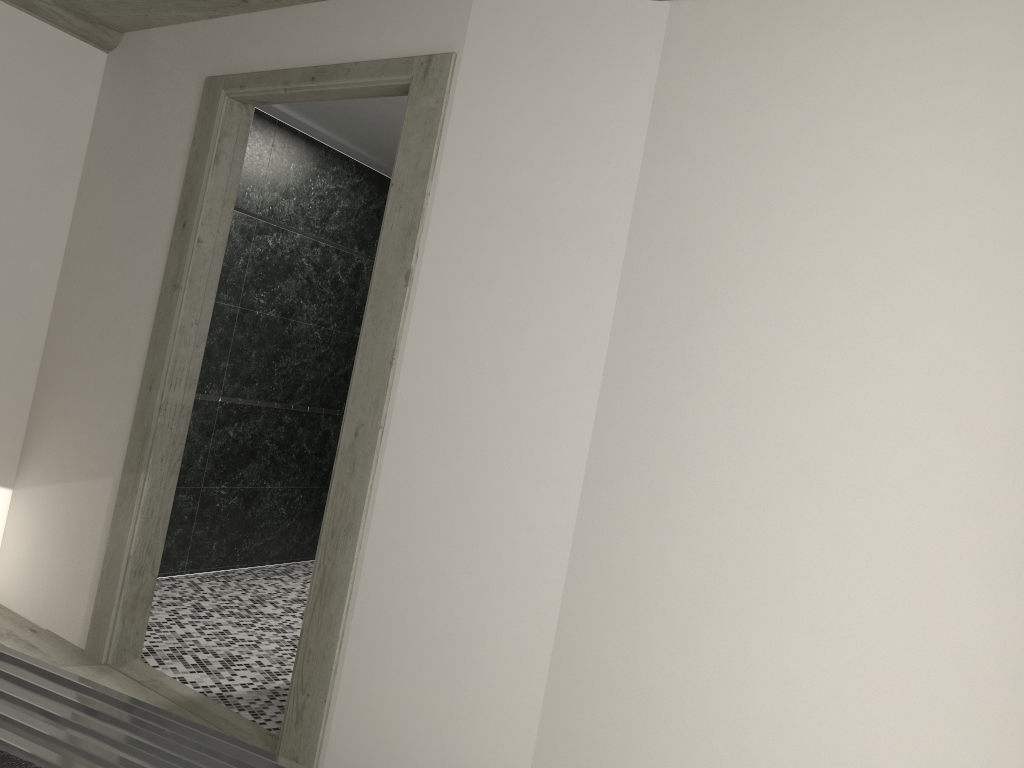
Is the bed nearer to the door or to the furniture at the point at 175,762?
the furniture at the point at 175,762

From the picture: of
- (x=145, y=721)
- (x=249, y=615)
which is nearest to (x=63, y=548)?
(x=249, y=615)

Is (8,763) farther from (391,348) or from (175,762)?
(391,348)

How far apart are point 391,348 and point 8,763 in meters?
2.0

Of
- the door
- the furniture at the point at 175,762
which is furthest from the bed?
the door

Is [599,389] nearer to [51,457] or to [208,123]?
[208,123]

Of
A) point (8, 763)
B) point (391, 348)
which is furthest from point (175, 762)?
point (391, 348)

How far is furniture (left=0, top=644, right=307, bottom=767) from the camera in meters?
1.8 m

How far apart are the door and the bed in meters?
1.8 m

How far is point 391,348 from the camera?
3.1 meters
